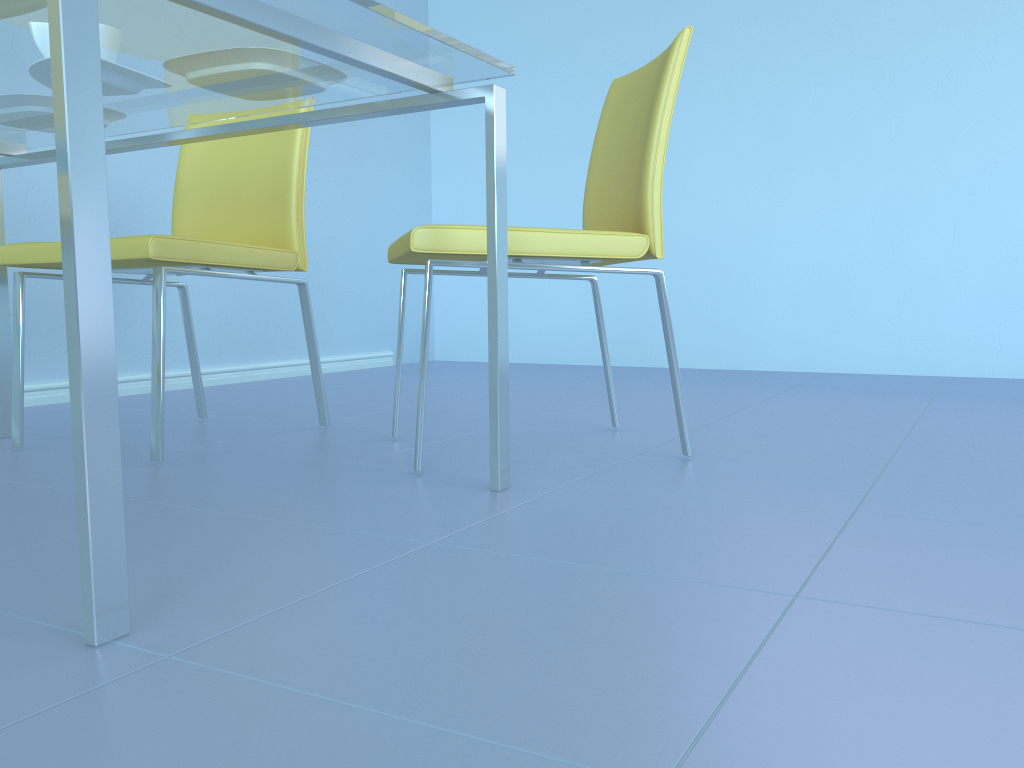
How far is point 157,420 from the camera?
1.48m

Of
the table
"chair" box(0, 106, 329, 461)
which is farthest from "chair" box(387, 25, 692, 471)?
"chair" box(0, 106, 329, 461)

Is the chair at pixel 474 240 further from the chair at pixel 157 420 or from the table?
the chair at pixel 157 420

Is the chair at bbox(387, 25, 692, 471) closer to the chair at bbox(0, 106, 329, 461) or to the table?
the table

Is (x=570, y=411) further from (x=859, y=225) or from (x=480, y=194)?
(x=480, y=194)

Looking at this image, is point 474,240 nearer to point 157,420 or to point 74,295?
point 157,420

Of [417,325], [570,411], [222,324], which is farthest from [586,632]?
[417,325]

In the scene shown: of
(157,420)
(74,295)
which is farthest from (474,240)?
(74,295)

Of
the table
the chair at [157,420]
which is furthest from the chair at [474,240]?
the chair at [157,420]

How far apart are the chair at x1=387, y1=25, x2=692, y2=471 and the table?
0.14m
